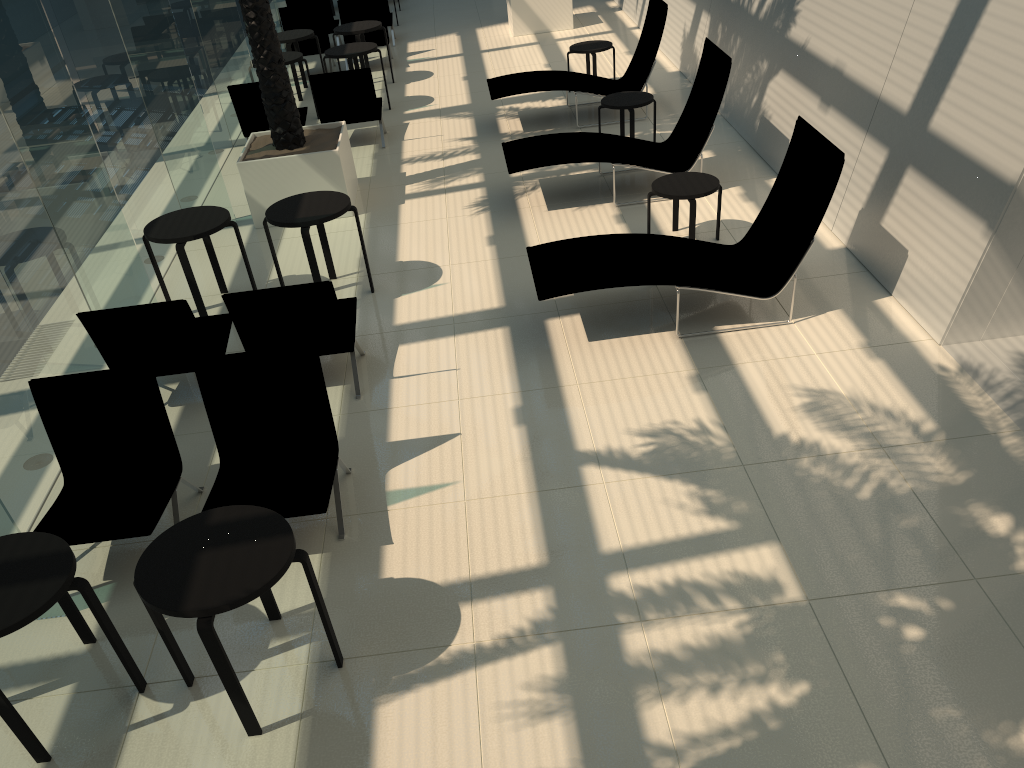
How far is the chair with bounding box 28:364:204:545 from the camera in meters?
4.7 m

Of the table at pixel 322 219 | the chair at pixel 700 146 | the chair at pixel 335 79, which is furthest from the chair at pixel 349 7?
the table at pixel 322 219

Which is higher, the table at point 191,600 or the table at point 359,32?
the table at point 359,32

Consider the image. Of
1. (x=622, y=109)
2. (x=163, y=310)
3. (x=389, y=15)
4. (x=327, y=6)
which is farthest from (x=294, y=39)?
(x=163, y=310)

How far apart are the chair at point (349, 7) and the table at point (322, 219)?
8.2 meters

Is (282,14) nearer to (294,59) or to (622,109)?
(294,59)

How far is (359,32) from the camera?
13.0m

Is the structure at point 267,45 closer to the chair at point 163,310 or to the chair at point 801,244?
the chair at point 163,310

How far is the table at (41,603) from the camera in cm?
354

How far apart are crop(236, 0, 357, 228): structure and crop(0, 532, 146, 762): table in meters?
5.7
